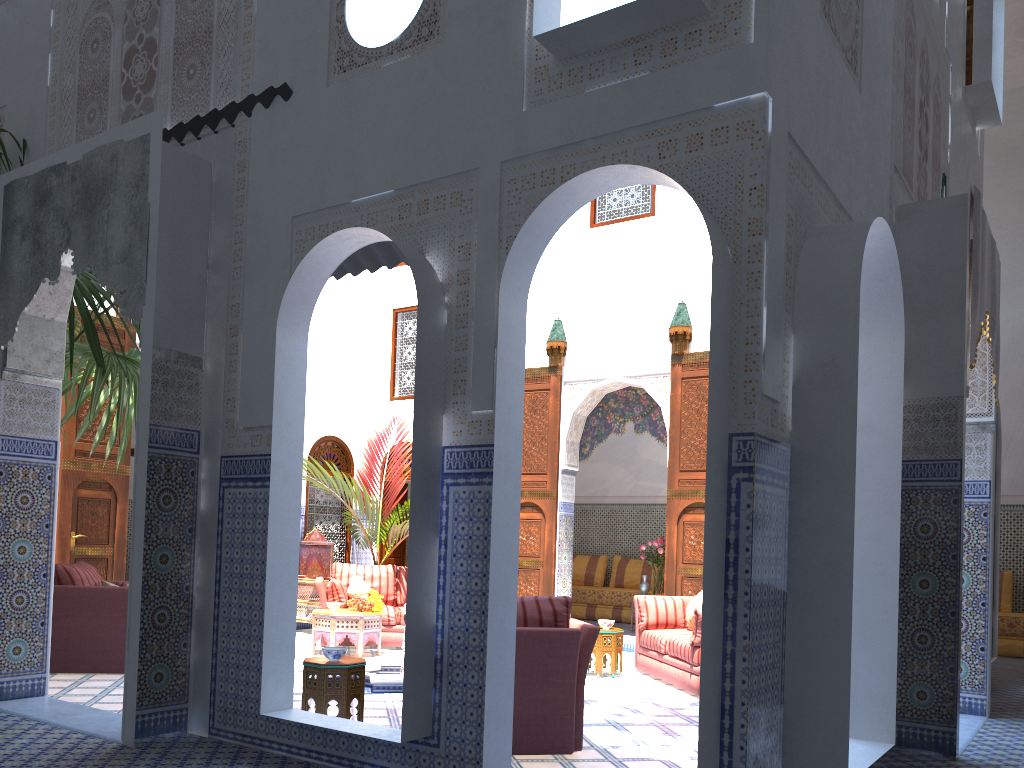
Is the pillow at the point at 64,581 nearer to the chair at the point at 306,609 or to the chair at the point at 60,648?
the chair at the point at 60,648

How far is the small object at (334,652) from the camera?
3.85m

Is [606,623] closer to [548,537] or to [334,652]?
[548,537]

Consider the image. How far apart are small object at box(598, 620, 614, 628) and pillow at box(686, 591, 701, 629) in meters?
0.5 m

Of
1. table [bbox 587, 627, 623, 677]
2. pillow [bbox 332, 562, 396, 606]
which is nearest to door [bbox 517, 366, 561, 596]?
pillow [bbox 332, 562, 396, 606]

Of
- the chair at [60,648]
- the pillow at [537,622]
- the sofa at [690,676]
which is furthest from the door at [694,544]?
the chair at [60,648]

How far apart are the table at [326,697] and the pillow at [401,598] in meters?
3.4

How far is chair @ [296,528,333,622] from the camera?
8.0 meters

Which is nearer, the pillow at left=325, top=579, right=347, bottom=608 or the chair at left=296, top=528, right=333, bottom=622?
the pillow at left=325, top=579, right=347, bottom=608

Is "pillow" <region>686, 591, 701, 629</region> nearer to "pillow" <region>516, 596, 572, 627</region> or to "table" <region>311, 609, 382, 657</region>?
"table" <region>311, 609, 382, 657</region>
